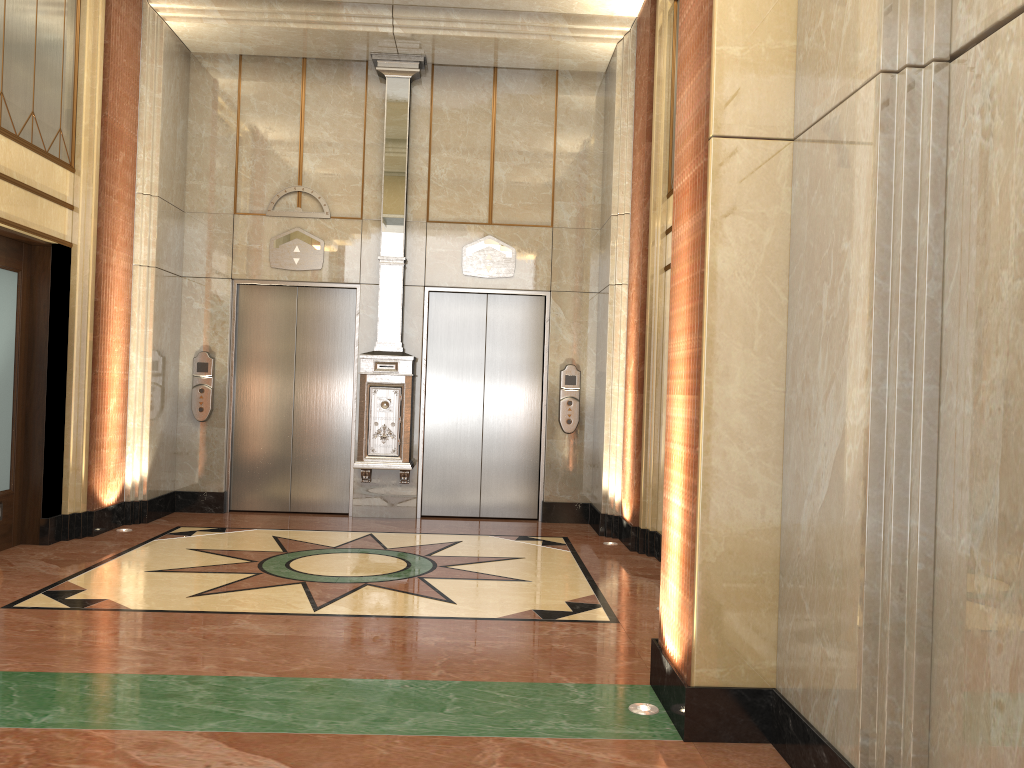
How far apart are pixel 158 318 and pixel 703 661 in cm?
606
